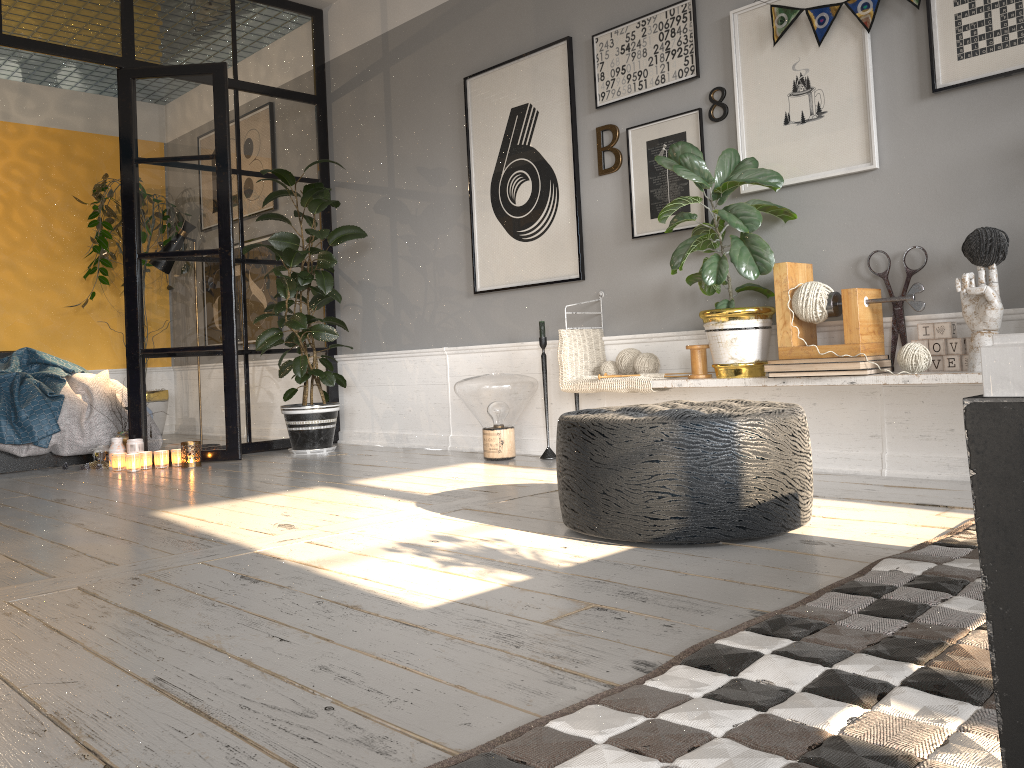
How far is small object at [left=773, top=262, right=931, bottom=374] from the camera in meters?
3.1 m

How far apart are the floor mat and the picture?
1.6m

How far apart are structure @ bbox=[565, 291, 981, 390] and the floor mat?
0.70m

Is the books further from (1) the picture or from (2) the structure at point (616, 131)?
(2) the structure at point (616, 131)

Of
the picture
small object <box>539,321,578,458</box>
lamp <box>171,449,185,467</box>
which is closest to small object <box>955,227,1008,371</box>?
the picture

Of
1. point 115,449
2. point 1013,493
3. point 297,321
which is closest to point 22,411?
point 115,449

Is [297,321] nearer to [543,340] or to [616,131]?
[543,340]

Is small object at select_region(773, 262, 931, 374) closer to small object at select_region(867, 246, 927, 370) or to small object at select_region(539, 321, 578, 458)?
small object at select_region(867, 246, 927, 370)

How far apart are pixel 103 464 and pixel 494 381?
2.4m

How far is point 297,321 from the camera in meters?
5.0
